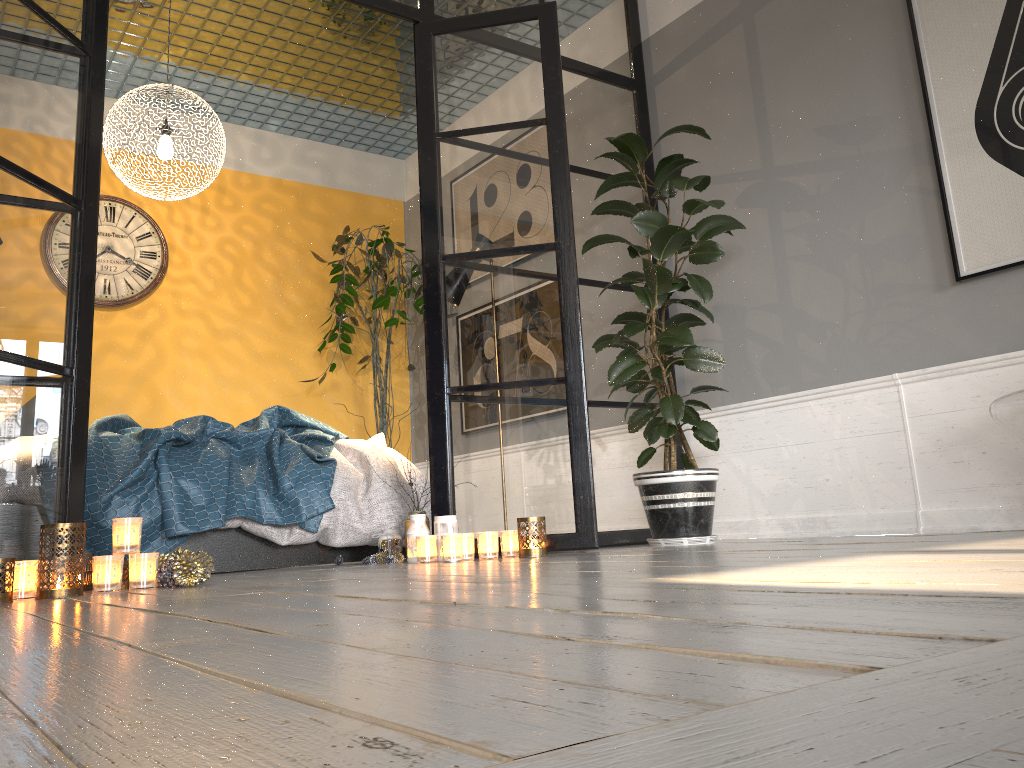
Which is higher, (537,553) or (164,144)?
(164,144)

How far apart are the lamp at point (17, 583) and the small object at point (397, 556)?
1.4 meters

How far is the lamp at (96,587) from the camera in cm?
243

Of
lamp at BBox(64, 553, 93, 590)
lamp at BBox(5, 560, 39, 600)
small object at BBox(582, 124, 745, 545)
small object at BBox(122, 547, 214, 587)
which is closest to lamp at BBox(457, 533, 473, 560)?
small object at BBox(582, 124, 745, 545)

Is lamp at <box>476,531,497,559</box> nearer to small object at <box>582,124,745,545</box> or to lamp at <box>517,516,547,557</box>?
lamp at <box>517,516,547,557</box>

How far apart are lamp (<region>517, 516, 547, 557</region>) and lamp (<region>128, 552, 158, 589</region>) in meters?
1.3

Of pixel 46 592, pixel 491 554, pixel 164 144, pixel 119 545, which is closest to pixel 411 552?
pixel 491 554

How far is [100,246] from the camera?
5.4 meters

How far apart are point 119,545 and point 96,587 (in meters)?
0.12

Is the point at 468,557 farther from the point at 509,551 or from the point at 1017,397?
the point at 1017,397
